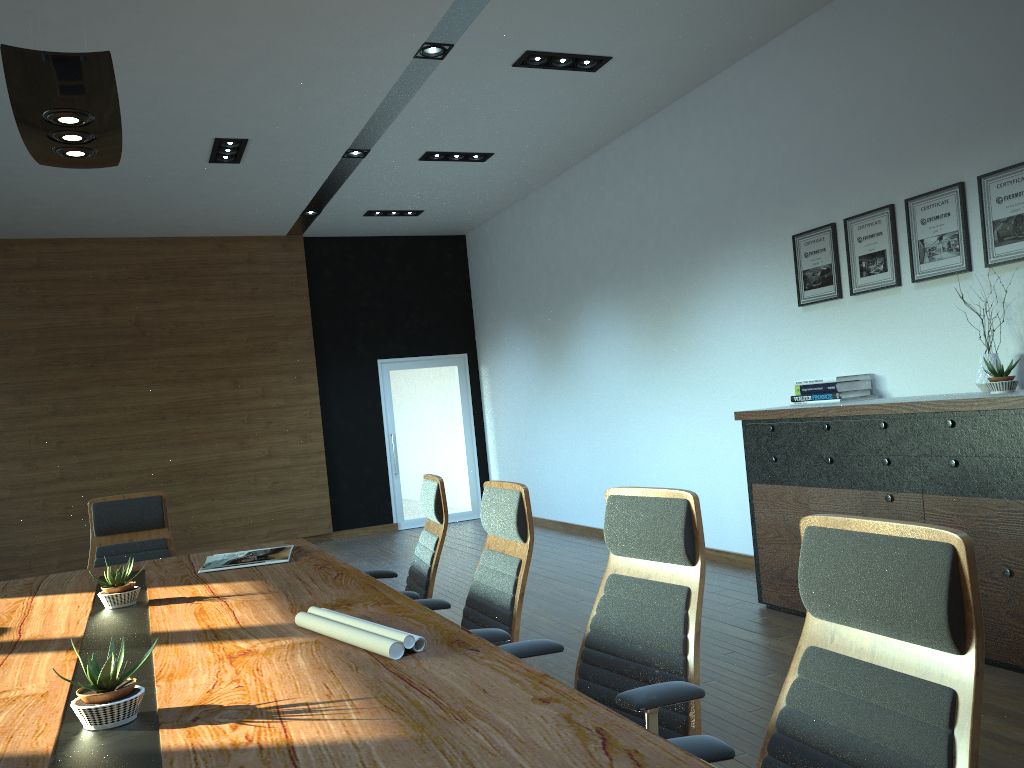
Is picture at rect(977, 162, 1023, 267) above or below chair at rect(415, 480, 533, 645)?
above

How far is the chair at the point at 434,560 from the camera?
3.77m

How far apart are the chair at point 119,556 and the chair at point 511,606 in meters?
2.1

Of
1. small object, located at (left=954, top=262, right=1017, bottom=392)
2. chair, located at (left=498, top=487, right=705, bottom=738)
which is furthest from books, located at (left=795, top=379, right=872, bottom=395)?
chair, located at (left=498, top=487, right=705, bottom=738)

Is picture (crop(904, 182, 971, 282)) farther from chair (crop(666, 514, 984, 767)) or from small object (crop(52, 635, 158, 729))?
small object (crop(52, 635, 158, 729))

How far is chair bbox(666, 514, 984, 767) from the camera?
1.4 meters

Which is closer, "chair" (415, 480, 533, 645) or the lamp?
the lamp

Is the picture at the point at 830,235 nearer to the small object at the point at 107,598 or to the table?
the table

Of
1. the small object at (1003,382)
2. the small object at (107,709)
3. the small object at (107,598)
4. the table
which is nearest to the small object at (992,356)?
the small object at (1003,382)

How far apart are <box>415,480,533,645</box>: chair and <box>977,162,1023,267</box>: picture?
3.1 meters
